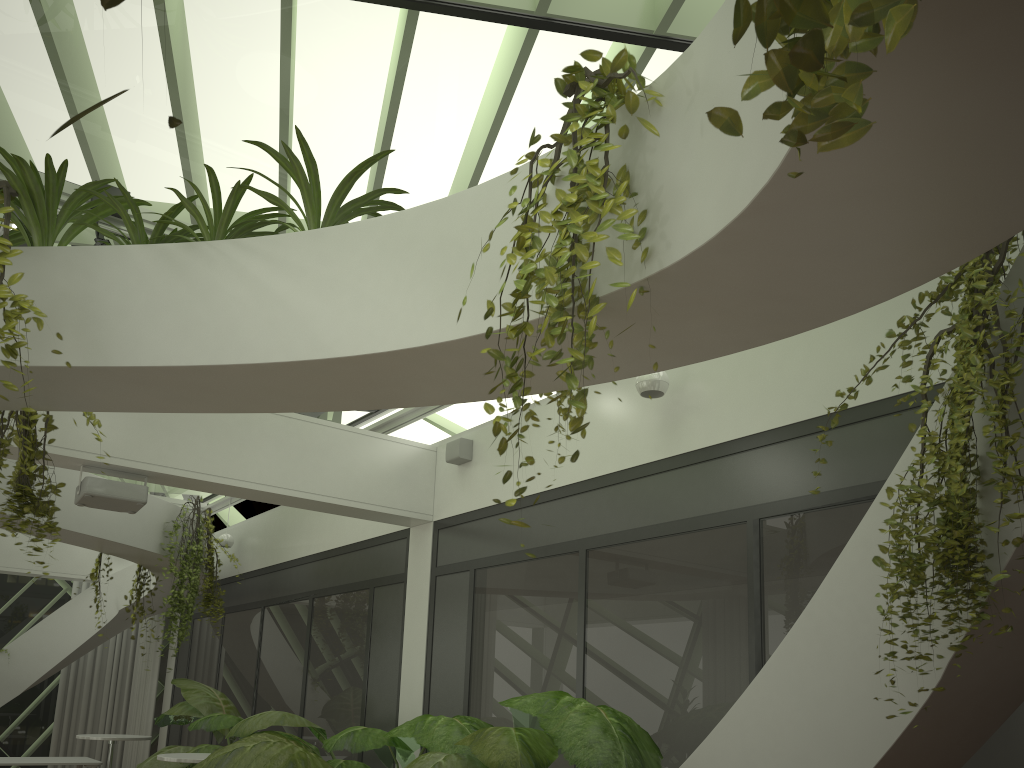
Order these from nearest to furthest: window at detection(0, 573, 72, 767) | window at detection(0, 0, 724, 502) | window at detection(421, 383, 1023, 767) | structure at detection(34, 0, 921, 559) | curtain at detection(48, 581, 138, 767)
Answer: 1. structure at detection(34, 0, 921, 559)
2. window at detection(0, 0, 724, 502)
3. window at detection(421, 383, 1023, 767)
4. window at detection(0, 573, 72, 767)
5. curtain at detection(48, 581, 138, 767)

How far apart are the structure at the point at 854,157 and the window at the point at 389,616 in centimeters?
103cm

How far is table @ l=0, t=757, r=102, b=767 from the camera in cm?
1053

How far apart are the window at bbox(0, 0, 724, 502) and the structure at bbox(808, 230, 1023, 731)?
1.61m

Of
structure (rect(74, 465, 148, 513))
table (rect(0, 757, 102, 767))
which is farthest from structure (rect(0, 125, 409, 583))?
table (rect(0, 757, 102, 767))

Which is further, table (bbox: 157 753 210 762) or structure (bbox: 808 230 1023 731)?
table (bbox: 157 753 210 762)

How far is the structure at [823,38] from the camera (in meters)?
0.95

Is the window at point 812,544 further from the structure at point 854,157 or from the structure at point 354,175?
the structure at point 354,175

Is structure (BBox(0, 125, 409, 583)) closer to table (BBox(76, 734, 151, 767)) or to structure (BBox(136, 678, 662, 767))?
structure (BBox(136, 678, 662, 767))

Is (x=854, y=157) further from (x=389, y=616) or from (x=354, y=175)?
(x=389, y=616)
